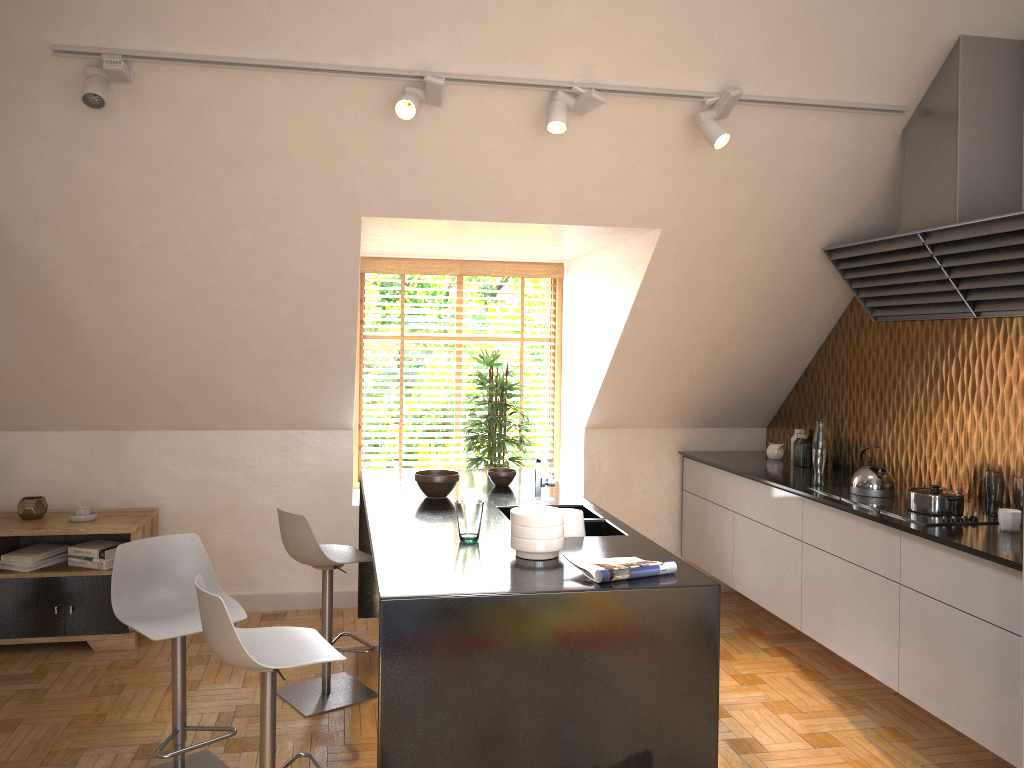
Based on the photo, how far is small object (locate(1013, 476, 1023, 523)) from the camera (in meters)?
3.55

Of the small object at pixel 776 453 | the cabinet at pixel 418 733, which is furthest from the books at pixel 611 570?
the small object at pixel 776 453

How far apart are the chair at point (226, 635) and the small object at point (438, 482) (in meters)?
1.03

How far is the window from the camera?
6.0 meters

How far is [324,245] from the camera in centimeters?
416cm

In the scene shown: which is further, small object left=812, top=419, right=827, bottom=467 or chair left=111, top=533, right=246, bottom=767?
small object left=812, top=419, right=827, bottom=467

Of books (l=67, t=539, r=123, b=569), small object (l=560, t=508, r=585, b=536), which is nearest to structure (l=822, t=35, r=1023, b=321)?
small object (l=560, t=508, r=585, b=536)

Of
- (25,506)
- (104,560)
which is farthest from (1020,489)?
(25,506)

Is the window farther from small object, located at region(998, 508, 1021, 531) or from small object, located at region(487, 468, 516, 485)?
small object, located at region(998, 508, 1021, 531)

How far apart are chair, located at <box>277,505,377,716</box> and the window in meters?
1.8 m
